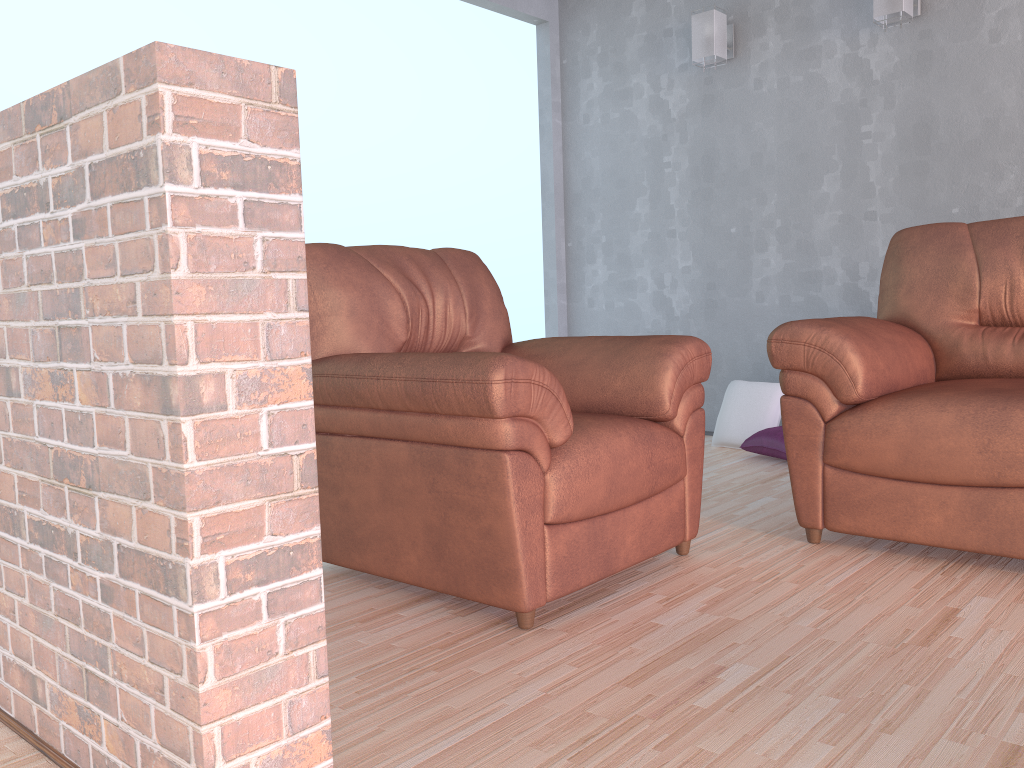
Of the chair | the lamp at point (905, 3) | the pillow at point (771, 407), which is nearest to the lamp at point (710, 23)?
the lamp at point (905, 3)

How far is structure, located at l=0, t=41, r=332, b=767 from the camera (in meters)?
1.11

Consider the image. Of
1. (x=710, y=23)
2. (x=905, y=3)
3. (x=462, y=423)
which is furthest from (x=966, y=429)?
(x=710, y=23)

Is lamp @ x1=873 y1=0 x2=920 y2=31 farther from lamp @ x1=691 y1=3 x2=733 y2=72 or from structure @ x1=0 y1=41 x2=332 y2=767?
structure @ x1=0 y1=41 x2=332 y2=767

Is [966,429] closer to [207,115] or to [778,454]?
[778,454]

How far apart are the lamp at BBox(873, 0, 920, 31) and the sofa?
1.2 meters

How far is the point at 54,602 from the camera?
1.4m

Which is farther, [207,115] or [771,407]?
[771,407]

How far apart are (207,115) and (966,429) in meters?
2.0 m

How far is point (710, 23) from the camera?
4.3 meters
